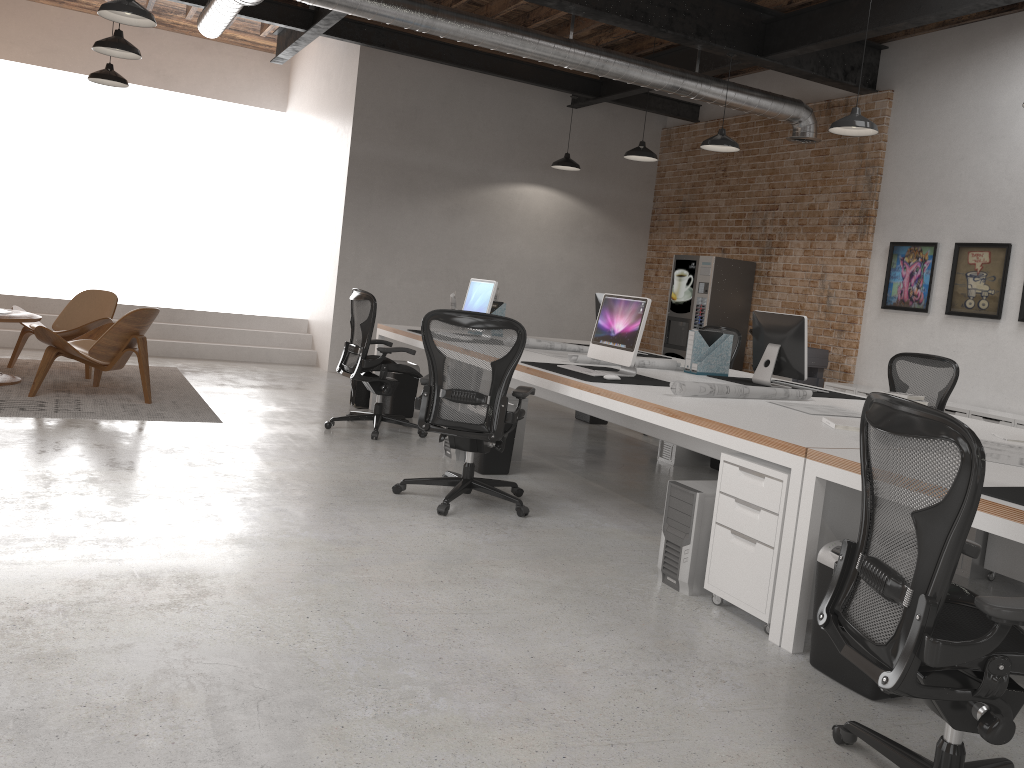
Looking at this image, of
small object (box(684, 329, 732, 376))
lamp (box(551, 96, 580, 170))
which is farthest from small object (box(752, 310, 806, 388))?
lamp (box(551, 96, 580, 170))

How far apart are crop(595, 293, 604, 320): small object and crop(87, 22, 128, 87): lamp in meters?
4.8 m

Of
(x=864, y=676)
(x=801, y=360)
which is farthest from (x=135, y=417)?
(x=864, y=676)

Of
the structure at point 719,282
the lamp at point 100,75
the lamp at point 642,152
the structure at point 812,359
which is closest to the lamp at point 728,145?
the lamp at point 642,152

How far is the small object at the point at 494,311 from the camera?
7.9m

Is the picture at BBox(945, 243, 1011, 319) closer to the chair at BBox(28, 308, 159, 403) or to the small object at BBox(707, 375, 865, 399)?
the small object at BBox(707, 375, 865, 399)

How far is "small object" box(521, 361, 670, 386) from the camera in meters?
5.0

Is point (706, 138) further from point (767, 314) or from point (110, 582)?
point (110, 582)

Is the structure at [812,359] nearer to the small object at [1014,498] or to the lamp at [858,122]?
the lamp at [858,122]

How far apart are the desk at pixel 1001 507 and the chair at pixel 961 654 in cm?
20
